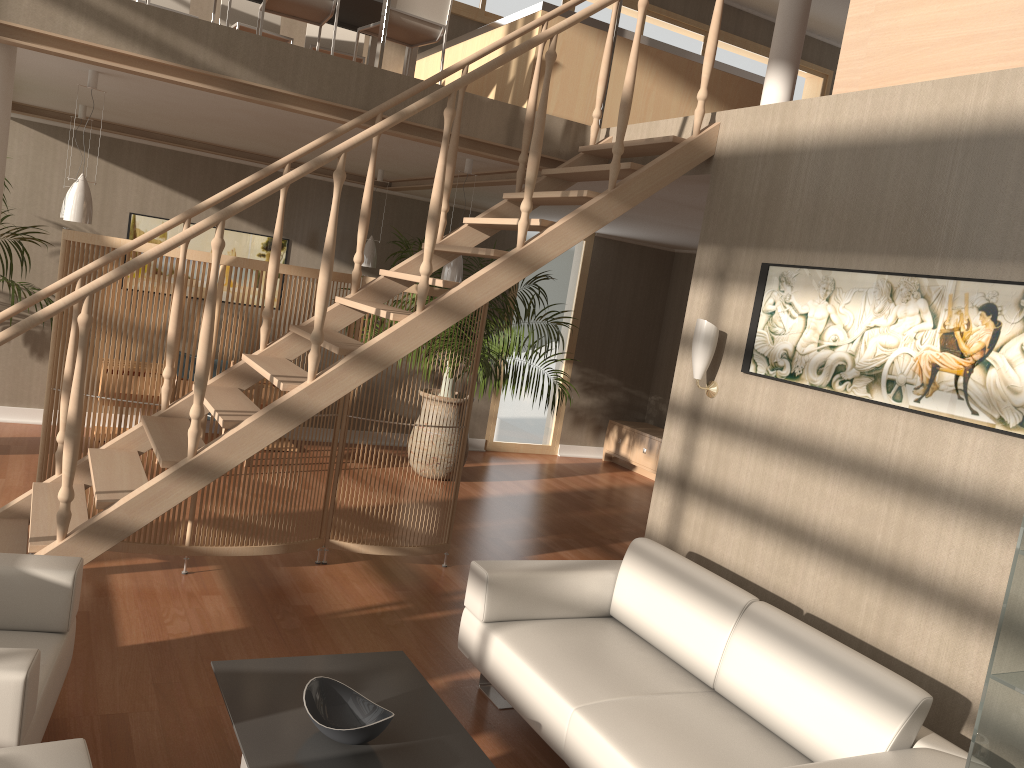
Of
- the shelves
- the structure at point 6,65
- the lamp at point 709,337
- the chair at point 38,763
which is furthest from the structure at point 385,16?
the shelves

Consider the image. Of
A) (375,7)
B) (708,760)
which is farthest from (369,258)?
(708,760)

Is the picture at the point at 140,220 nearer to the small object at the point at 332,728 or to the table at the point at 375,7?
the table at the point at 375,7

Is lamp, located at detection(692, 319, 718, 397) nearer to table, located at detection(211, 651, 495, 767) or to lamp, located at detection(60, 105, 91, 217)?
table, located at detection(211, 651, 495, 767)

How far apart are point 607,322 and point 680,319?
0.8 meters

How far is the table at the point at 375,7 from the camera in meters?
5.9 m

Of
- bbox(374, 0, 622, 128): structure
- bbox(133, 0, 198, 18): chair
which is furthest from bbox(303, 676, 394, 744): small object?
bbox(133, 0, 198, 18): chair

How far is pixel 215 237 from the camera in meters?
3.3

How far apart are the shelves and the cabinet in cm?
655

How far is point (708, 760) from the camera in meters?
2.7
